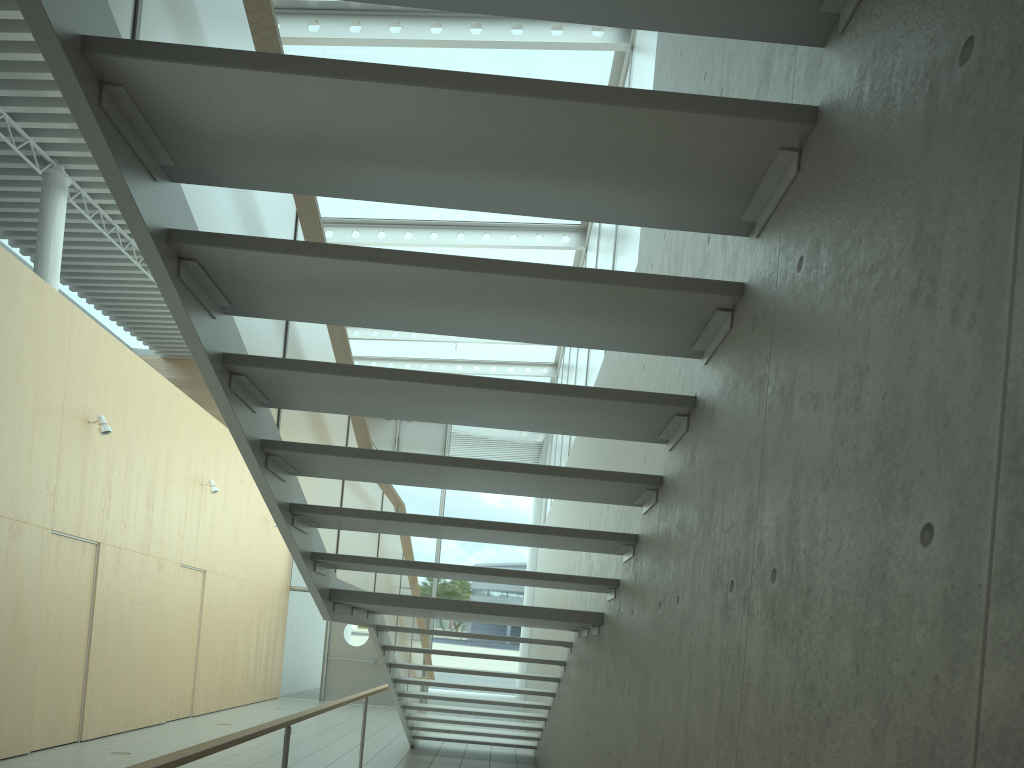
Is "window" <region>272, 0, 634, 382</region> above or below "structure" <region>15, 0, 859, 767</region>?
above

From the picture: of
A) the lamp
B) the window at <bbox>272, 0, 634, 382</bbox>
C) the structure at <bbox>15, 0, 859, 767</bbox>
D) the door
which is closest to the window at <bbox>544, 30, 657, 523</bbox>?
the window at <bbox>272, 0, 634, 382</bbox>

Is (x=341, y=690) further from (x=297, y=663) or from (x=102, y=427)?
(x=102, y=427)

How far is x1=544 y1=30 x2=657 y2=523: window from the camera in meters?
5.9

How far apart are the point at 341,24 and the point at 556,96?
5.88m

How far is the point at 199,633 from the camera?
11.4m

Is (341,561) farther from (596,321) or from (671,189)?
(671,189)

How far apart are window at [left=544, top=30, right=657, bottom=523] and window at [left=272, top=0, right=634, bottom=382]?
0.12m

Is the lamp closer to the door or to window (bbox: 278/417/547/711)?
window (bbox: 278/417/547/711)

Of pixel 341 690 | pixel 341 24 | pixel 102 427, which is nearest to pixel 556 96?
pixel 341 24
